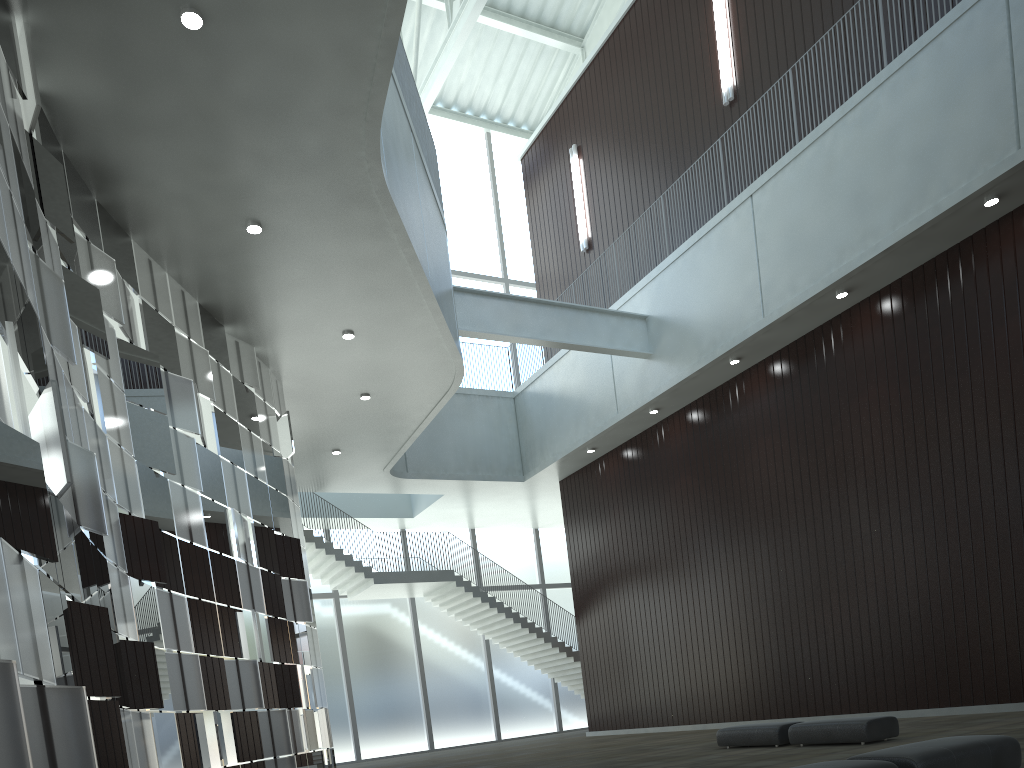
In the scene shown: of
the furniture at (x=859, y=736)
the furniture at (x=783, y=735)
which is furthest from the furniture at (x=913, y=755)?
the furniture at (x=783, y=735)

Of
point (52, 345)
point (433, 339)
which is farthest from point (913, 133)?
point (52, 345)

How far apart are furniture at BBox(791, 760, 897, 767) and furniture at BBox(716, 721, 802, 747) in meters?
18.5 m

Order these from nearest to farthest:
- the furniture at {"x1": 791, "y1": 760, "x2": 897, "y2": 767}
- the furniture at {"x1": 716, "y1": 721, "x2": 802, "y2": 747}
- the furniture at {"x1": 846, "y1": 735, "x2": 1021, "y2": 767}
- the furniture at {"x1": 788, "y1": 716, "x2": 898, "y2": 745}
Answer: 1. the furniture at {"x1": 791, "y1": 760, "x2": 897, "y2": 767}
2. the furniture at {"x1": 846, "y1": 735, "x2": 1021, "y2": 767}
3. the furniture at {"x1": 788, "y1": 716, "x2": 898, "y2": 745}
4. the furniture at {"x1": 716, "y1": 721, "x2": 802, "y2": 747}

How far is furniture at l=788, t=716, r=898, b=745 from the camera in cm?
2994

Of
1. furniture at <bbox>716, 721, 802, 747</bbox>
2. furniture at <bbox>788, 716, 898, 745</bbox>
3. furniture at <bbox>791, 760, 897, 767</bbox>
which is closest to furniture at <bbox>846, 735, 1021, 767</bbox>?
furniture at <bbox>791, 760, 897, 767</bbox>

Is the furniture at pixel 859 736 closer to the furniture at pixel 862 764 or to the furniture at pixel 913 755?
the furniture at pixel 913 755

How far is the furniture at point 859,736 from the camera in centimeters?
2994cm

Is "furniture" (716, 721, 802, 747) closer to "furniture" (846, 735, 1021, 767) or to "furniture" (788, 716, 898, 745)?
"furniture" (788, 716, 898, 745)

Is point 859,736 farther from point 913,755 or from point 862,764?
point 862,764
